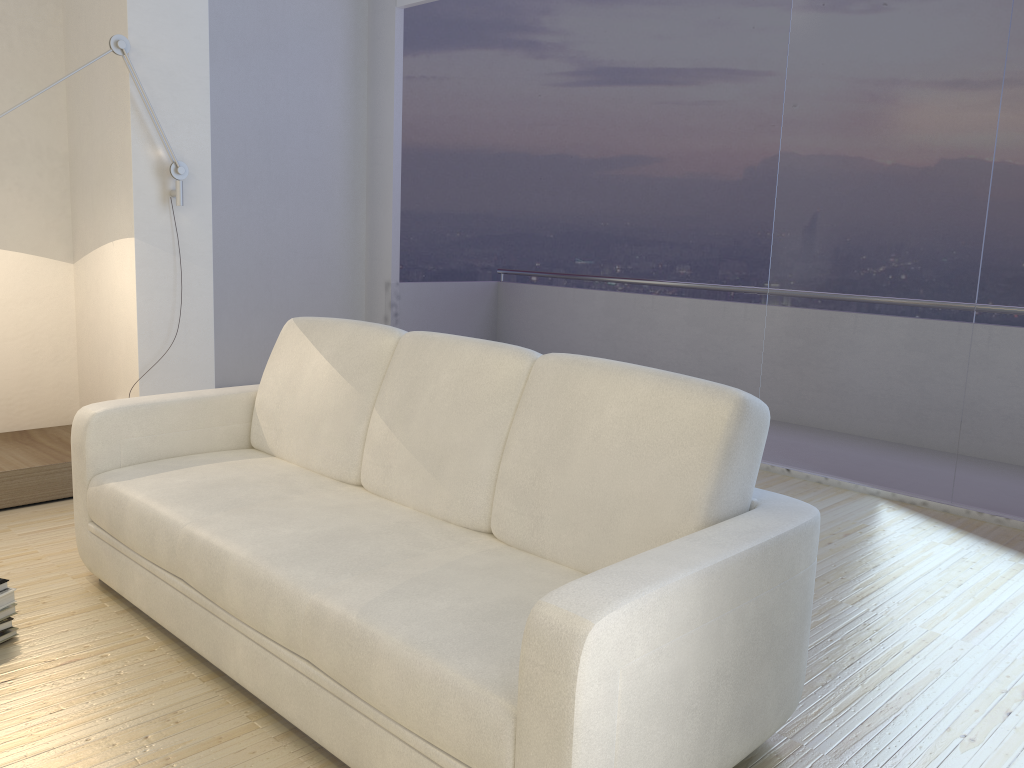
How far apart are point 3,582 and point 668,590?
1.91m

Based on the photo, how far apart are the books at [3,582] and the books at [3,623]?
0.1m

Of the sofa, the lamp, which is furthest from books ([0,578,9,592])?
the lamp

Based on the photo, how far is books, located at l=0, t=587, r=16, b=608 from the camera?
2.43m

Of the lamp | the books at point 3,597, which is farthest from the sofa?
the lamp

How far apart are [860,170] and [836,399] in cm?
109

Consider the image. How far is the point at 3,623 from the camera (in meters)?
2.41

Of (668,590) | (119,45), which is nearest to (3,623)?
(668,590)

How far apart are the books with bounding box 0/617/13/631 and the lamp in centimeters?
197cm

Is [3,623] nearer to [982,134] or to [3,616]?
[3,616]
